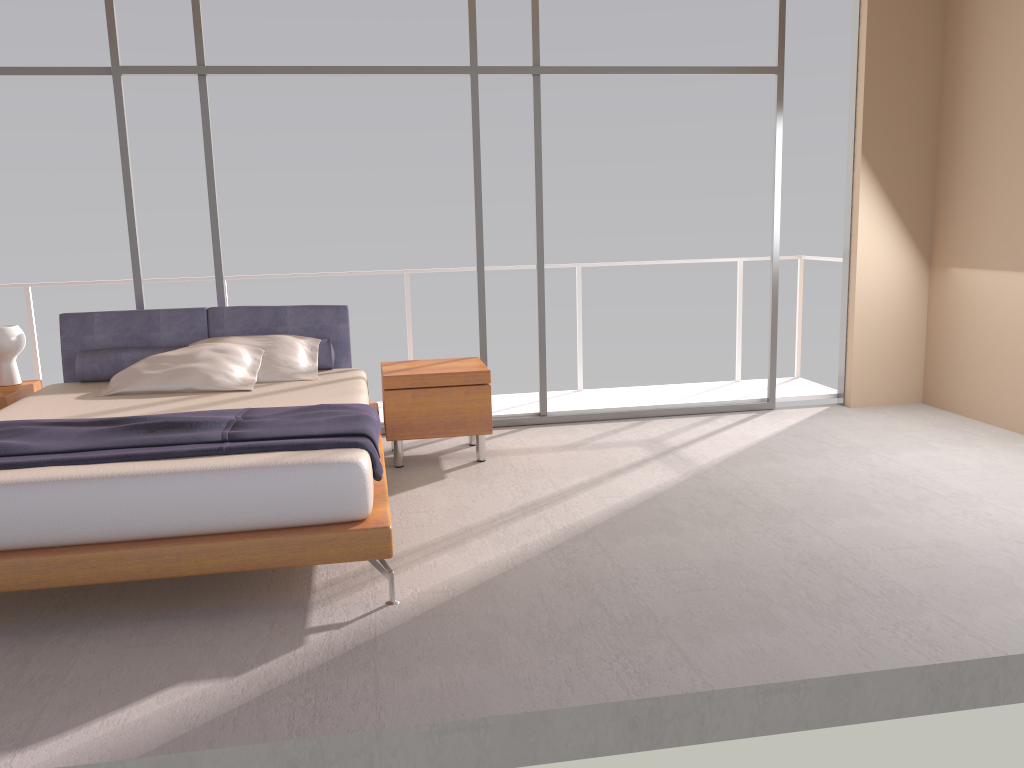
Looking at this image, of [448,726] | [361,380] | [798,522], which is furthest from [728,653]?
[361,380]

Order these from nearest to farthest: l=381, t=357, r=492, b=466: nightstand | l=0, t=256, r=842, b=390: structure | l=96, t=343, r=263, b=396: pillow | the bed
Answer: the bed
l=96, t=343, r=263, b=396: pillow
l=381, t=357, r=492, b=466: nightstand
l=0, t=256, r=842, b=390: structure

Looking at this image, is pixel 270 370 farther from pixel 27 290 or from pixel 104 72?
pixel 27 290

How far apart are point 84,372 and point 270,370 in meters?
1.1 m

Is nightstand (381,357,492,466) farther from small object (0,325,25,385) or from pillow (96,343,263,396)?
small object (0,325,25,385)

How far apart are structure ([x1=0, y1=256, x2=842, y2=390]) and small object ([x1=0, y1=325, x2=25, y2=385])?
1.3 meters

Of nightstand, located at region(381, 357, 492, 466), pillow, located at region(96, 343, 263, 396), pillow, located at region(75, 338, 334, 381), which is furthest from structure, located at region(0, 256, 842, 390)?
nightstand, located at region(381, 357, 492, 466)

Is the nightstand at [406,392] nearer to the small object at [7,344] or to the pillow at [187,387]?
the pillow at [187,387]

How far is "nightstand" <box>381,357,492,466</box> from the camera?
5.1 meters

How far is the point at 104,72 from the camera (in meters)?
5.45
